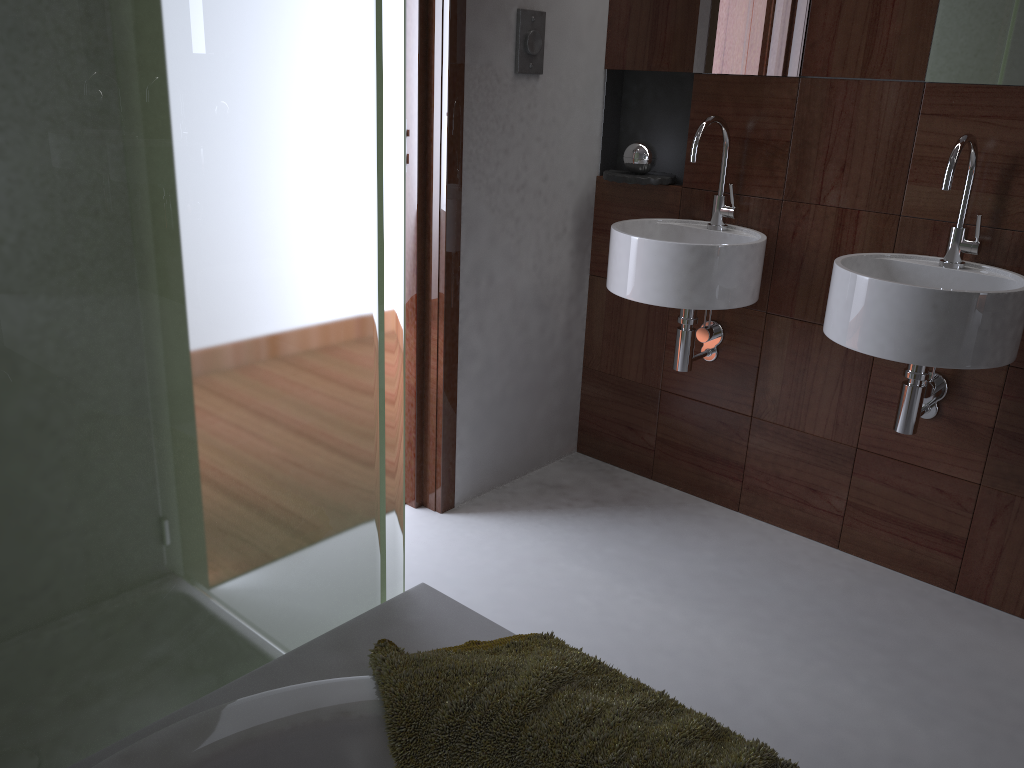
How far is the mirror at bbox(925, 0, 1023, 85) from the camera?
2.0 meters

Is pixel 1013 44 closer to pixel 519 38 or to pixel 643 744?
pixel 519 38

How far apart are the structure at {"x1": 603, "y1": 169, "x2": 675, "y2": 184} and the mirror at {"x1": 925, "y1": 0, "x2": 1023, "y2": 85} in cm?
75

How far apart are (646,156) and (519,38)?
0.5m

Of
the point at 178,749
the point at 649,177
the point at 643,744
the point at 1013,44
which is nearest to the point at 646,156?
the point at 649,177

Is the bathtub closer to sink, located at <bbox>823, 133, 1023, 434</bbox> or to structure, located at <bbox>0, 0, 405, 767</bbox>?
structure, located at <bbox>0, 0, 405, 767</bbox>

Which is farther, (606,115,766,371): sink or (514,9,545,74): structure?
(514,9,545,74): structure

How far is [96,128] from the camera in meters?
0.9

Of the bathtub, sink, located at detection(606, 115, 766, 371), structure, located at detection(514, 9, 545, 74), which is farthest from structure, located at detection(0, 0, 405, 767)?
structure, located at detection(514, 9, 545, 74)

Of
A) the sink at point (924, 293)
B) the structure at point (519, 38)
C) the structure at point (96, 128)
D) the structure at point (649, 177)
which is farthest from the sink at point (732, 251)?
the structure at point (96, 128)
